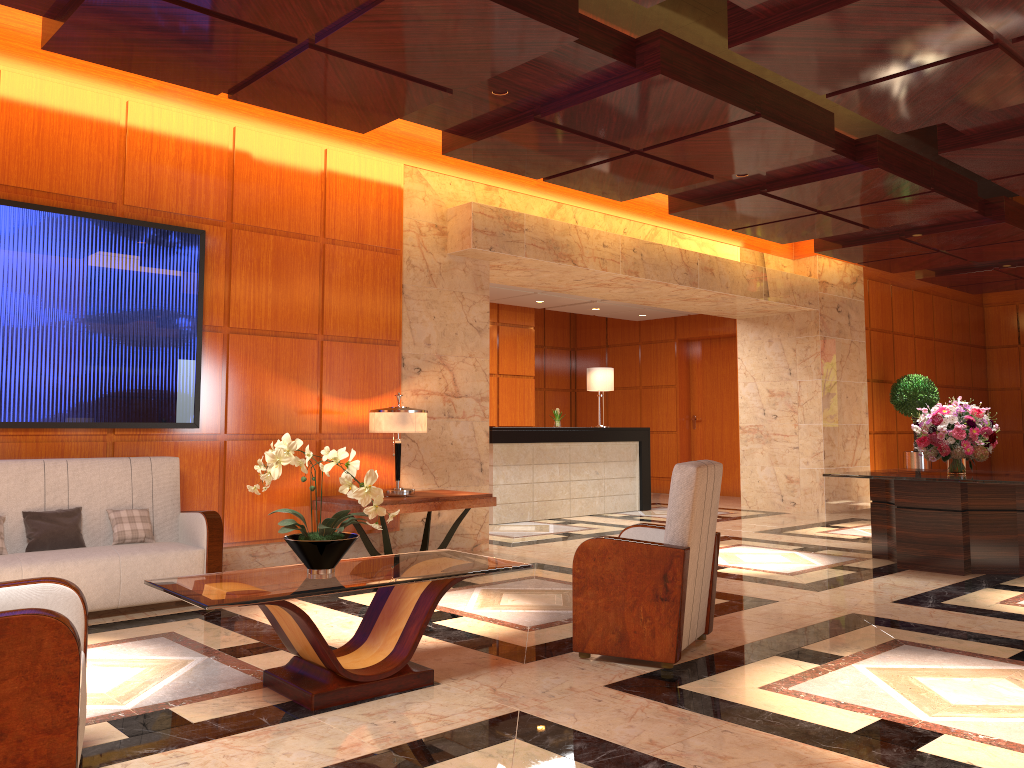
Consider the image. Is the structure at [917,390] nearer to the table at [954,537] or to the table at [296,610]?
the table at [954,537]

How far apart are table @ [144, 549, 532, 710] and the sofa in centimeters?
180cm

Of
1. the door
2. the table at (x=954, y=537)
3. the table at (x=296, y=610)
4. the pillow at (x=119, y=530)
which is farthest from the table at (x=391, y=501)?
the door

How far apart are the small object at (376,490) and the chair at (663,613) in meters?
1.1

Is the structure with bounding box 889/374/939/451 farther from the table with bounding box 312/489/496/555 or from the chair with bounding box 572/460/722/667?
the chair with bounding box 572/460/722/667

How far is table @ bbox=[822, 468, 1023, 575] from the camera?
6.9 meters

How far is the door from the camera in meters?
15.0 m

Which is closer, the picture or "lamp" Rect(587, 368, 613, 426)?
the picture

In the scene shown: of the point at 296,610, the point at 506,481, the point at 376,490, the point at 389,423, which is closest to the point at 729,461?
the point at 506,481

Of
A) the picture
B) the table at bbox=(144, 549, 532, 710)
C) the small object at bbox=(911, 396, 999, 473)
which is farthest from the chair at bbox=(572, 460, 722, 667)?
the small object at bbox=(911, 396, 999, 473)
